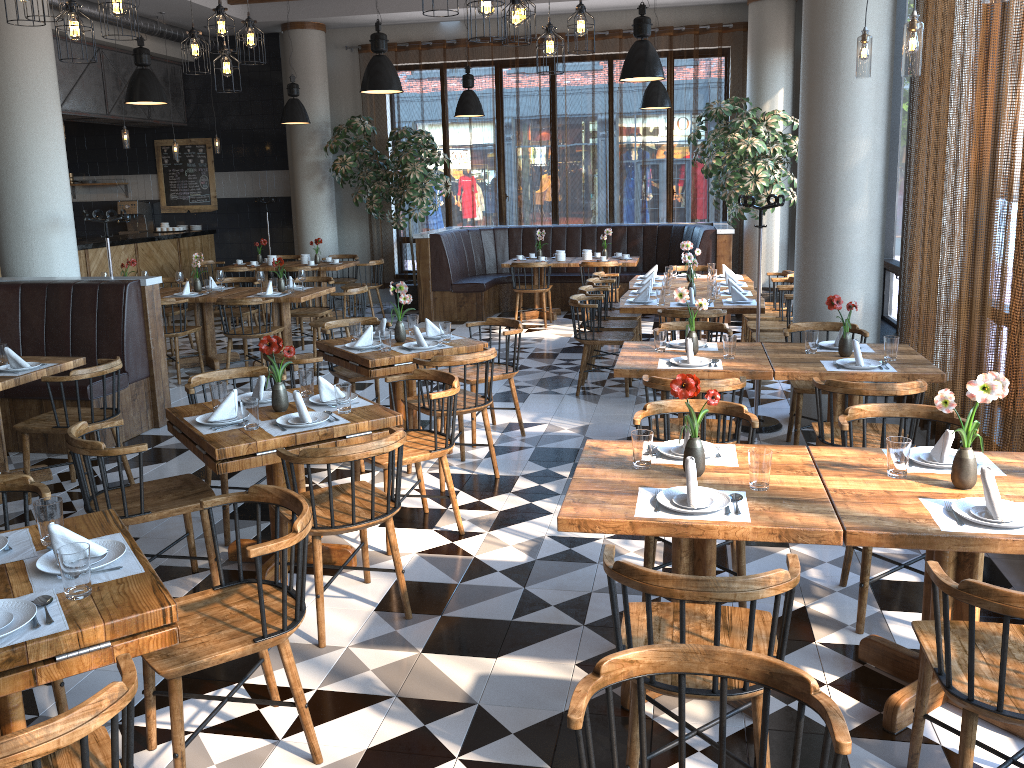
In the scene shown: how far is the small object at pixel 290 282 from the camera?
8.7m

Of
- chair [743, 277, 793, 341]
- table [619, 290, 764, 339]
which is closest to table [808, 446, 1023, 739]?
table [619, 290, 764, 339]

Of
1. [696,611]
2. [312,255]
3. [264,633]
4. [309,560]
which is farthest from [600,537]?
[312,255]

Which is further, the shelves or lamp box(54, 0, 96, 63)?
the shelves

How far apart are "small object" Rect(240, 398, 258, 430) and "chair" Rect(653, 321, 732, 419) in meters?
3.1 m

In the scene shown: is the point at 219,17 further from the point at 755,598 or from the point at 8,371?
the point at 755,598

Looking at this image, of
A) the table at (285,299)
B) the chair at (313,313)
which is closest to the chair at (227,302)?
the table at (285,299)

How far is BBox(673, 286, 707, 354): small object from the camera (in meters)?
5.12

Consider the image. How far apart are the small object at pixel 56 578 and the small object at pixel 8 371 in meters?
3.1 m

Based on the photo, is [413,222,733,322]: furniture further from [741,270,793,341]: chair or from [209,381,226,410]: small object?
[209,381,226,410]: small object
